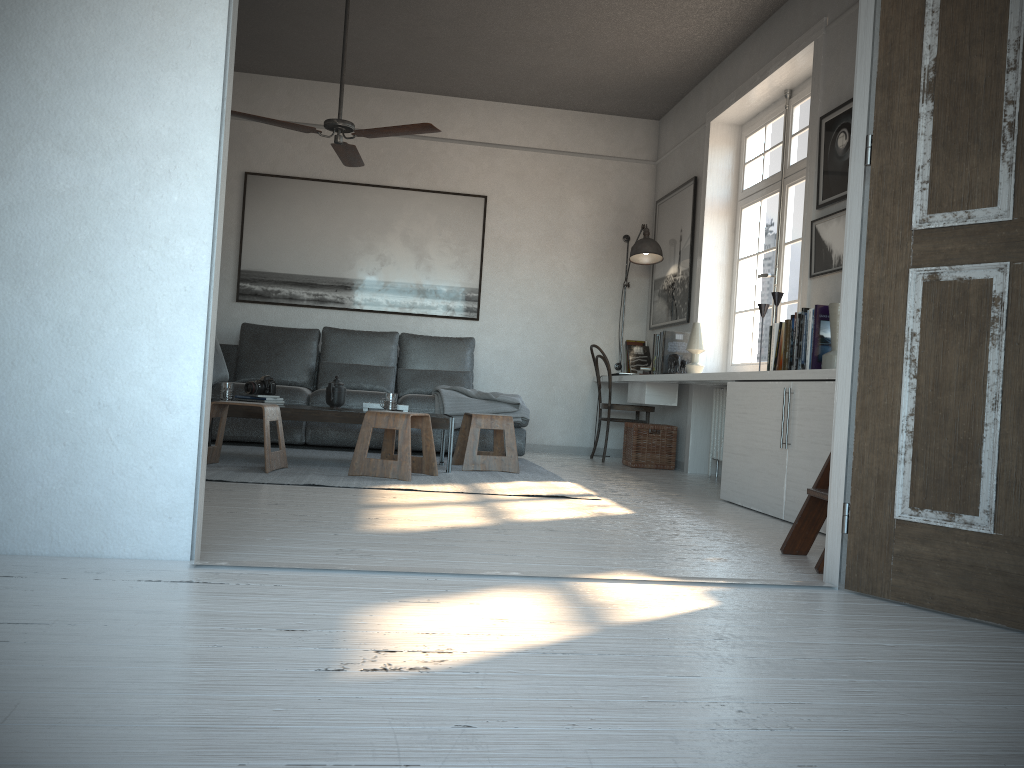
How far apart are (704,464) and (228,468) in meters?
3.3 m

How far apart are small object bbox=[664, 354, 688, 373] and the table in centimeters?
180cm

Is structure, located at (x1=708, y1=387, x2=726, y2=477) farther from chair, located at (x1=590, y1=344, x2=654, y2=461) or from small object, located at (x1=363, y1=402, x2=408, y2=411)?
small object, located at (x1=363, y1=402, x2=408, y2=411)

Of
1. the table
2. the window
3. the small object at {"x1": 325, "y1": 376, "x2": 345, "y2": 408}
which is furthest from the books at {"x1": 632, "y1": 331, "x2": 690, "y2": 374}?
the small object at {"x1": 325, "y1": 376, "x2": 345, "y2": 408}

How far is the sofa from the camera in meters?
6.1

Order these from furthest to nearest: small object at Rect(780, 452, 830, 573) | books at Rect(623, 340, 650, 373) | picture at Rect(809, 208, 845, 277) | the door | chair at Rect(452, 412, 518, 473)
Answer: books at Rect(623, 340, 650, 373), chair at Rect(452, 412, 518, 473), picture at Rect(809, 208, 845, 277), small object at Rect(780, 452, 830, 573), the door

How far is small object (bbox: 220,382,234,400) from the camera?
5.01m

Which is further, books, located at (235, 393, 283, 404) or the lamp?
the lamp

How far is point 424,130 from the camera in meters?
4.8 m

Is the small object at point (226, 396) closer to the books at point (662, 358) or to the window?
the books at point (662, 358)
